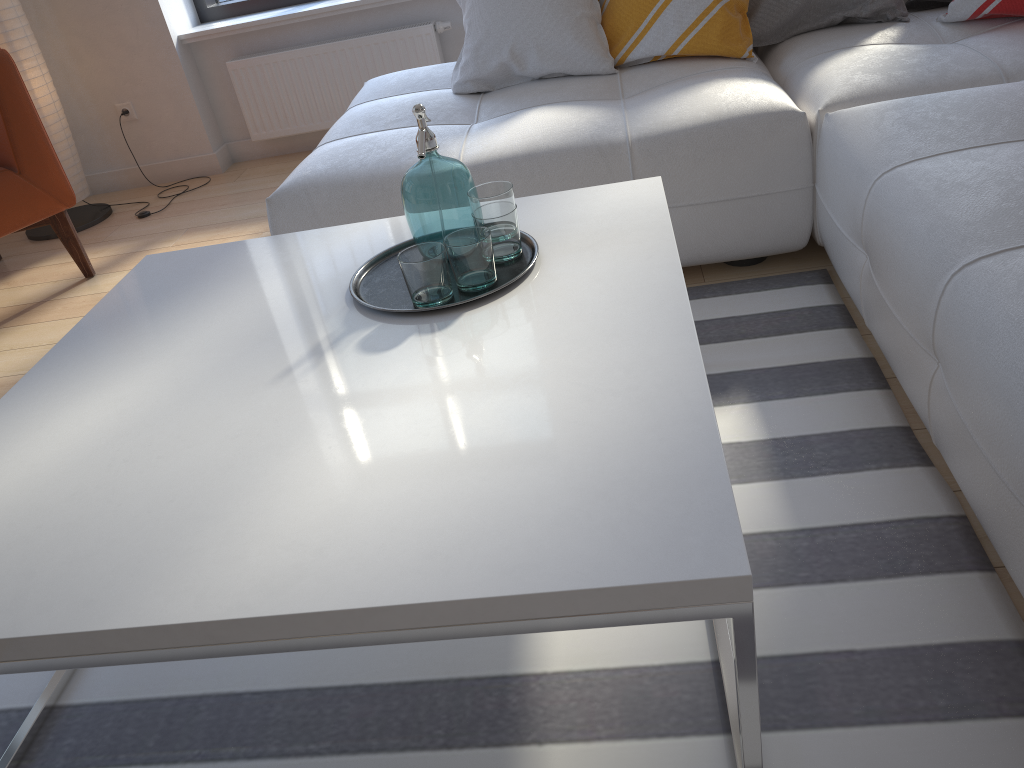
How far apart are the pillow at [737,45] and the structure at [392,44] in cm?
134

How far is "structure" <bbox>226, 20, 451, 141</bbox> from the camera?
3.80m

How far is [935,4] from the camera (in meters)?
2.52

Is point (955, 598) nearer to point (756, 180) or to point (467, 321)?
point (467, 321)

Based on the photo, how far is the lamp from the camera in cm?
338

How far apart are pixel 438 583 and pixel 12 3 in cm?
352

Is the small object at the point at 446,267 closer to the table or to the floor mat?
the table

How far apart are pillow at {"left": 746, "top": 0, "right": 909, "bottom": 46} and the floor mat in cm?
80

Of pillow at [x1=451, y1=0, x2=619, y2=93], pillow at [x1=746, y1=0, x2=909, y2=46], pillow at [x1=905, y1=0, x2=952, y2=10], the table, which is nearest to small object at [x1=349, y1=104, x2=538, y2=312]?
the table

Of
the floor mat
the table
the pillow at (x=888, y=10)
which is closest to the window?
the pillow at (x=888, y=10)
